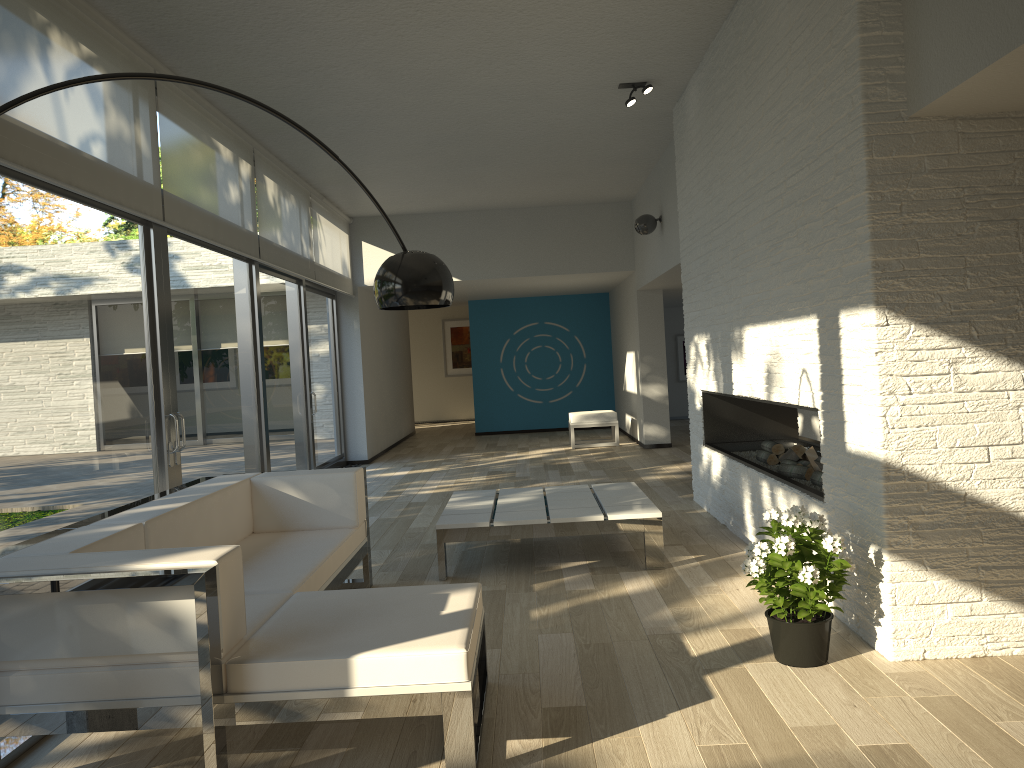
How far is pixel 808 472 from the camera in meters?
4.8 m

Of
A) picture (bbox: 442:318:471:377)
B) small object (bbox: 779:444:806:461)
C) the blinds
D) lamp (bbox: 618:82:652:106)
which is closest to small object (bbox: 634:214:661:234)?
lamp (bbox: 618:82:652:106)

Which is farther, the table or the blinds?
the table

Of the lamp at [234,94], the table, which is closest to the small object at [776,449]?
the table

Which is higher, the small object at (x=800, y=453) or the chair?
the small object at (x=800, y=453)

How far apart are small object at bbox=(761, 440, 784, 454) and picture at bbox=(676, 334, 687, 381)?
9.8 meters

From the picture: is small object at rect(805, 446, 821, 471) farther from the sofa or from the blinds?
the blinds

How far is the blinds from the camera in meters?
3.8

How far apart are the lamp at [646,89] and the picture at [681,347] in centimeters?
949cm

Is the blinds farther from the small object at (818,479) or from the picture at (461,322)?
the picture at (461,322)
